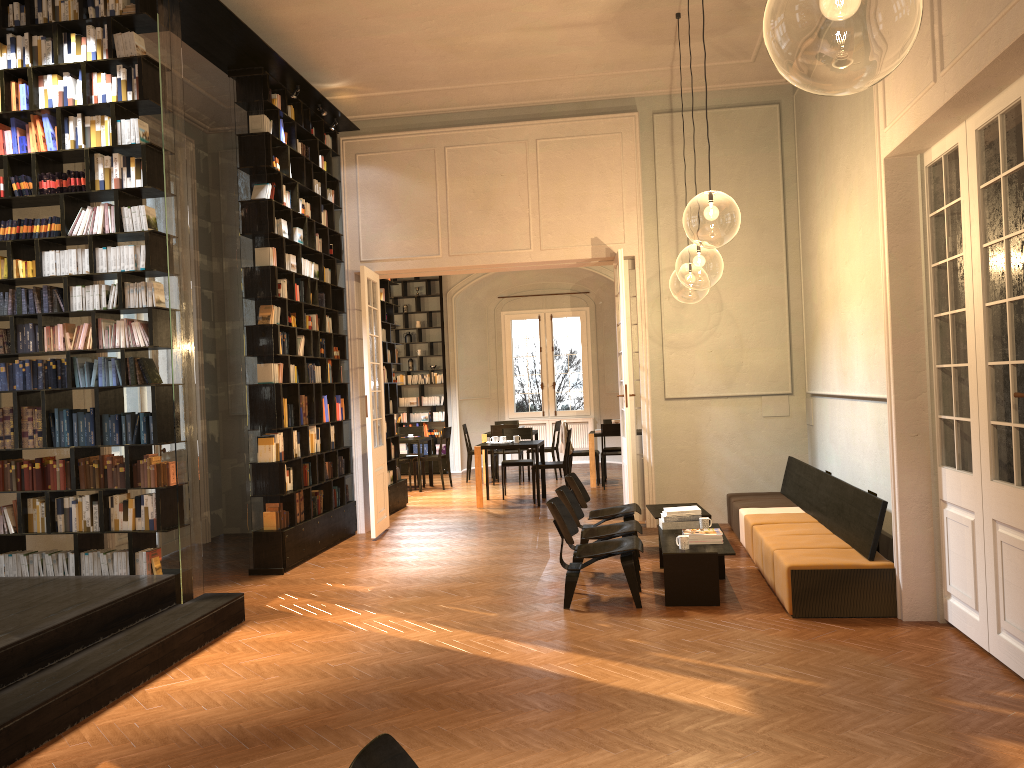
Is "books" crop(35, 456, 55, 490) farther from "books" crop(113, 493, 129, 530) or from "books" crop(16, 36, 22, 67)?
"books" crop(16, 36, 22, 67)

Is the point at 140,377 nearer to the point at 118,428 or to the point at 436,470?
the point at 118,428

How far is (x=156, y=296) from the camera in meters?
6.7

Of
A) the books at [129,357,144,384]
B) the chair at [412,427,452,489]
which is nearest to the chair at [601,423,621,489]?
the chair at [412,427,452,489]

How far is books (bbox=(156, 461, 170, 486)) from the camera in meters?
6.7 m

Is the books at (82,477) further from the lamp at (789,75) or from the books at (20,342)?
the lamp at (789,75)

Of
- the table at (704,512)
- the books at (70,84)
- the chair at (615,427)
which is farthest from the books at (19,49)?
the chair at (615,427)

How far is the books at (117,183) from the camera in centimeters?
674cm

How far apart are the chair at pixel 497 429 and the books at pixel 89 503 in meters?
9.3

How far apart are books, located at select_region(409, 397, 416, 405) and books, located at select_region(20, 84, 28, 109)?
11.8m
